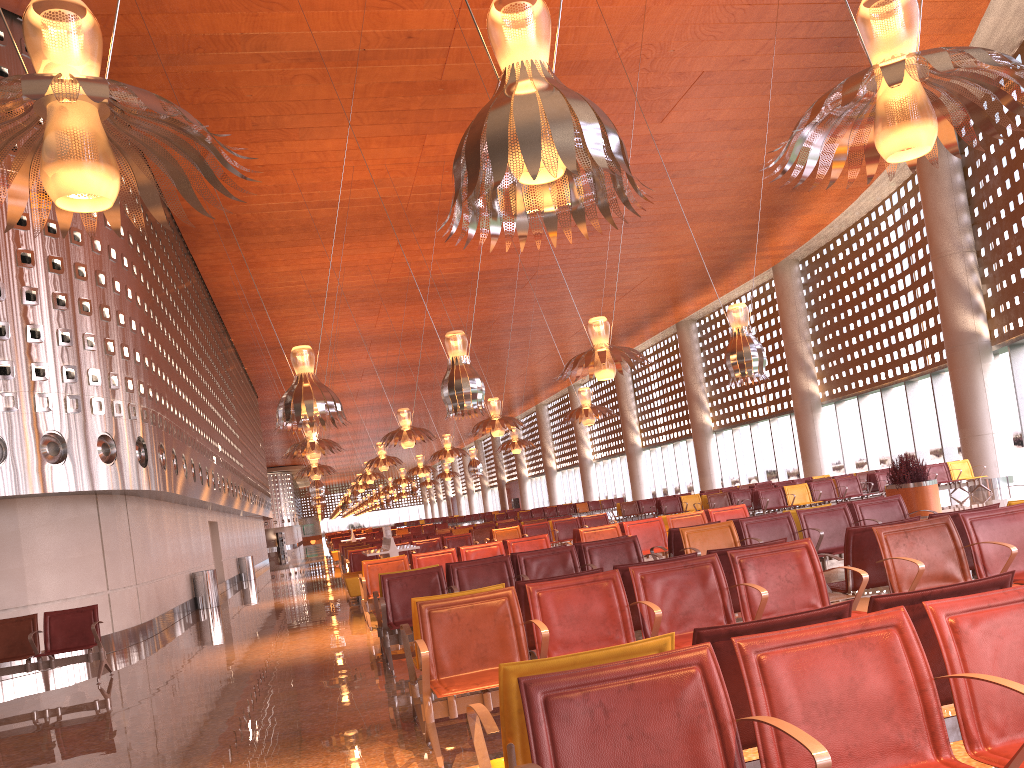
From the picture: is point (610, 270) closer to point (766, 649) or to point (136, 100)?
point (136, 100)

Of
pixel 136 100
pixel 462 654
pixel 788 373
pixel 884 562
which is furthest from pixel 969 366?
pixel 136 100

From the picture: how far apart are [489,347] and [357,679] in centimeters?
3618cm

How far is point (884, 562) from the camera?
5.6m
